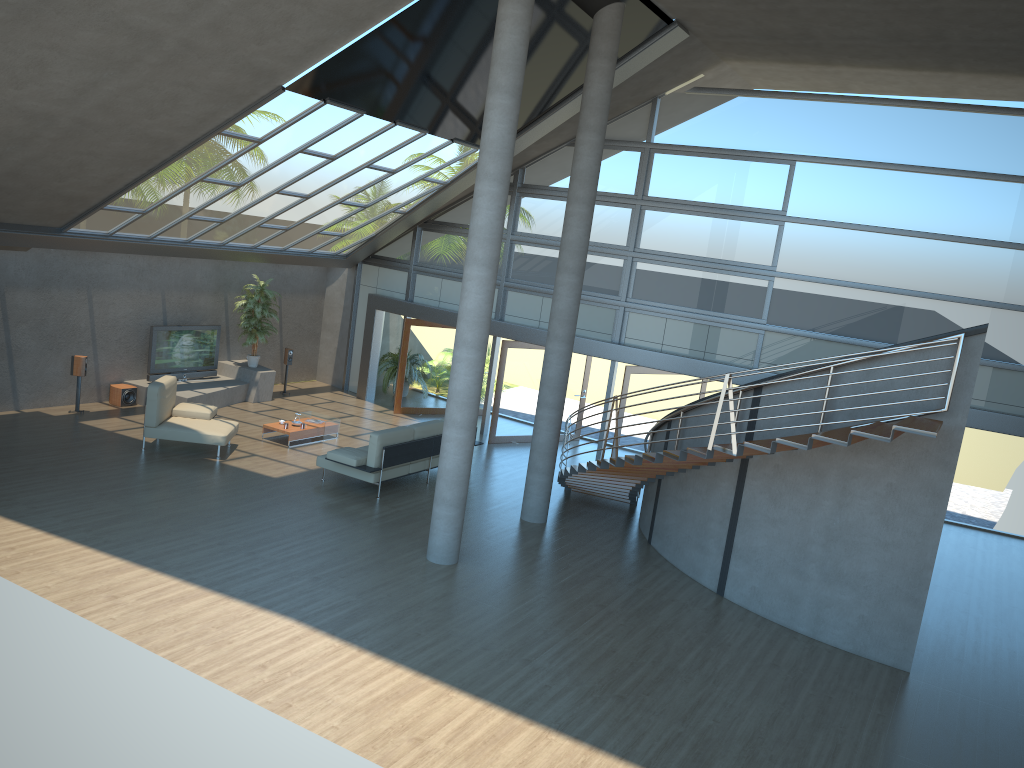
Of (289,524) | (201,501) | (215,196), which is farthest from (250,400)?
(289,524)

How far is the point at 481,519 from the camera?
12.14m

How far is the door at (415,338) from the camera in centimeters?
1806cm

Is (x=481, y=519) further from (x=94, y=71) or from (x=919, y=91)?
(x=919, y=91)

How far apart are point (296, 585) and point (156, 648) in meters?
1.8 m

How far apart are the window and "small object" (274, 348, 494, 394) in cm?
174

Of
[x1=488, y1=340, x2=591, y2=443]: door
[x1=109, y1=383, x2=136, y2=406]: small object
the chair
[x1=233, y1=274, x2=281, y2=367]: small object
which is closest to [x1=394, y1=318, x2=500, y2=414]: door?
[x1=488, y1=340, x2=591, y2=443]: door

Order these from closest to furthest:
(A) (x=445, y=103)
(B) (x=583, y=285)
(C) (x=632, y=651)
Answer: (C) (x=632, y=651) → (A) (x=445, y=103) → (B) (x=583, y=285)

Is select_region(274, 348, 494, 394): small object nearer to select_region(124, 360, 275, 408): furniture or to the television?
select_region(124, 360, 275, 408): furniture

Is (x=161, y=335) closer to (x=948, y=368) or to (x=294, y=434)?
(x=294, y=434)
